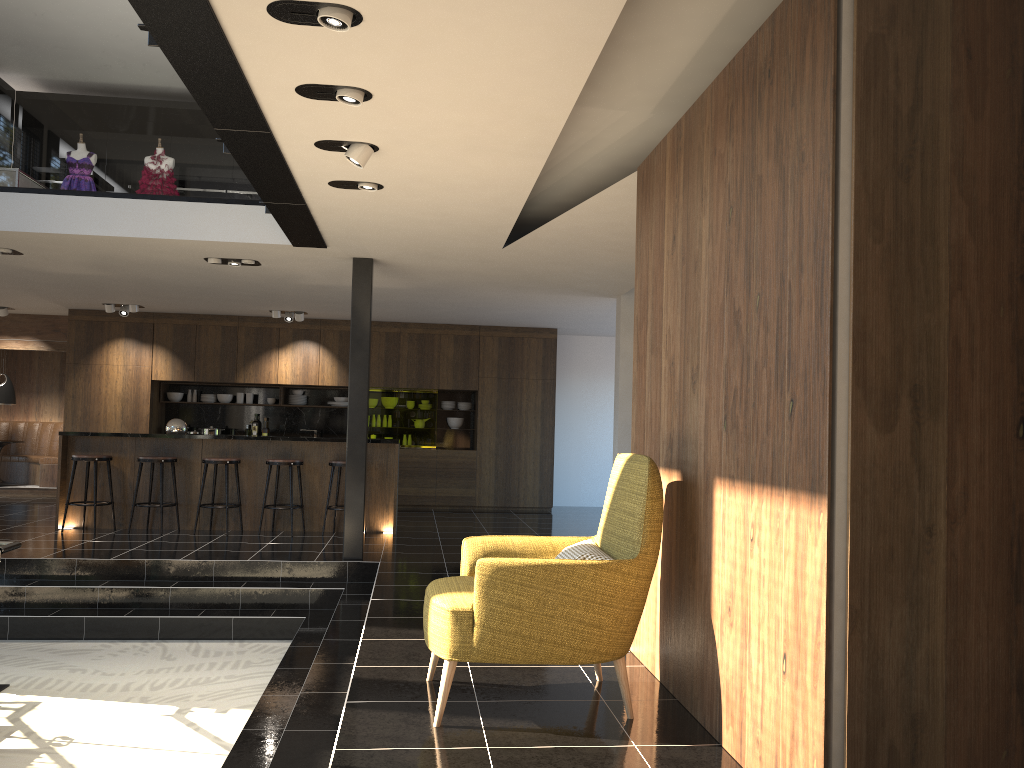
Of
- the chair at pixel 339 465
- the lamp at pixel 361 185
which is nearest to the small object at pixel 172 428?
the chair at pixel 339 465

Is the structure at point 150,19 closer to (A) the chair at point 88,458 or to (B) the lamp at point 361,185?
(B) the lamp at point 361,185

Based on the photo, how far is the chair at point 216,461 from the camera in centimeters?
925cm

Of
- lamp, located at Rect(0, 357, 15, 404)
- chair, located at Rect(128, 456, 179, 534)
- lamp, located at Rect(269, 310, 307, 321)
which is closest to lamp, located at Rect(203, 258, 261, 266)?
chair, located at Rect(128, 456, 179, 534)

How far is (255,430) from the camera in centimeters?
1319cm

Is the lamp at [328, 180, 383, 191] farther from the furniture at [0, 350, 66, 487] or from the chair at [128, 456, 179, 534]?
the furniture at [0, 350, 66, 487]

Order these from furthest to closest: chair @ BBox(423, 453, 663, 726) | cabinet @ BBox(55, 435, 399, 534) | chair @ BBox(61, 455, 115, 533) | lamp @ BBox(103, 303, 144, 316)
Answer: lamp @ BBox(103, 303, 144, 316) → cabinet @ BBox(55, 435, 399, 534) → chair @ BBox(61, 455, 115, 533) → chair @ BBox(423, 453, 663, 726)

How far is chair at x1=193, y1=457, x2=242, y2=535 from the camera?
9.25m

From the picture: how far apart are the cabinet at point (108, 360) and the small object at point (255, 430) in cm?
58

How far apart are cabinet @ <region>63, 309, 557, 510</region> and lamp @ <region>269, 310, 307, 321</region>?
0.58m
